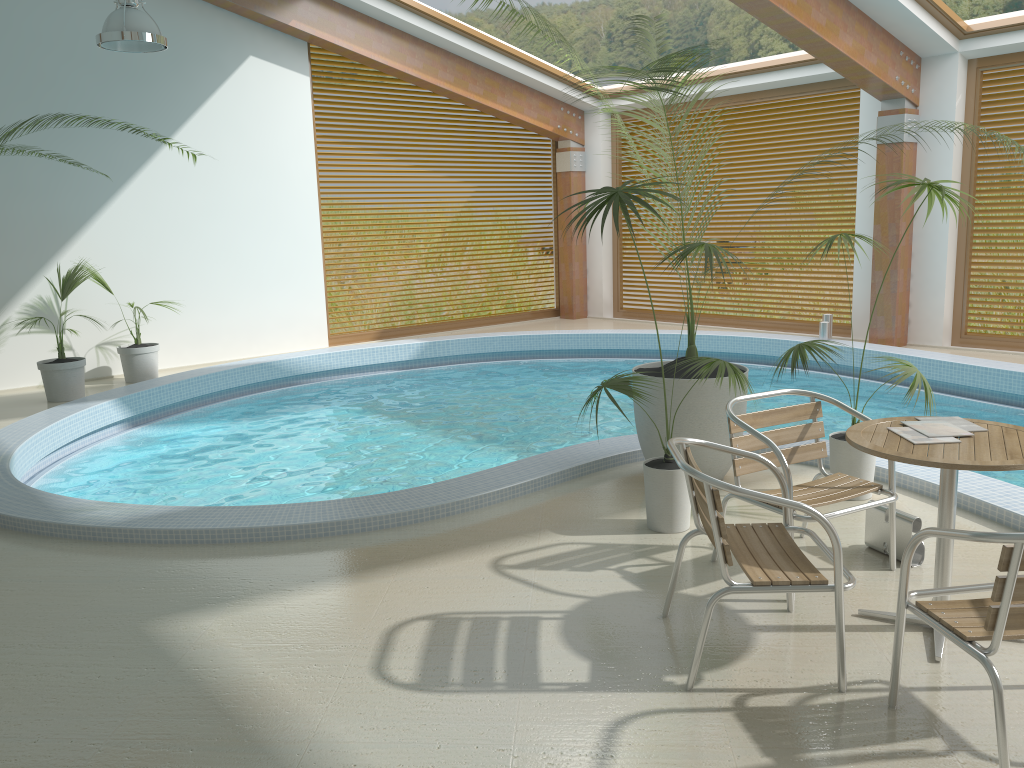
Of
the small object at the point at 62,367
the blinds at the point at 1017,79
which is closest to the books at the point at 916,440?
the small object at the point at 62,367

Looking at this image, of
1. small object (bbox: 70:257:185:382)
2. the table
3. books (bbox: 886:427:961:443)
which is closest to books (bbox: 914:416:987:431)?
the table

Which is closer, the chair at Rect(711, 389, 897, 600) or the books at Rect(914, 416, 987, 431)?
the books at Rect(914, 416, 987, 431)

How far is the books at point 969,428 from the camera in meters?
3.2 m

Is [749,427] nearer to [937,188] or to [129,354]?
[937,188]

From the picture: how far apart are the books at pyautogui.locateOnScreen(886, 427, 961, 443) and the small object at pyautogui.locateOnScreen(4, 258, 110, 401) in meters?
7.4

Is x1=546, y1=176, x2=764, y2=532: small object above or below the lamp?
below

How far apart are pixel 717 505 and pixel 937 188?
2.63m

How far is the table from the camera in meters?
2.8

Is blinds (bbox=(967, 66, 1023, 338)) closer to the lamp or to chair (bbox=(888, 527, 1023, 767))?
the lamp
